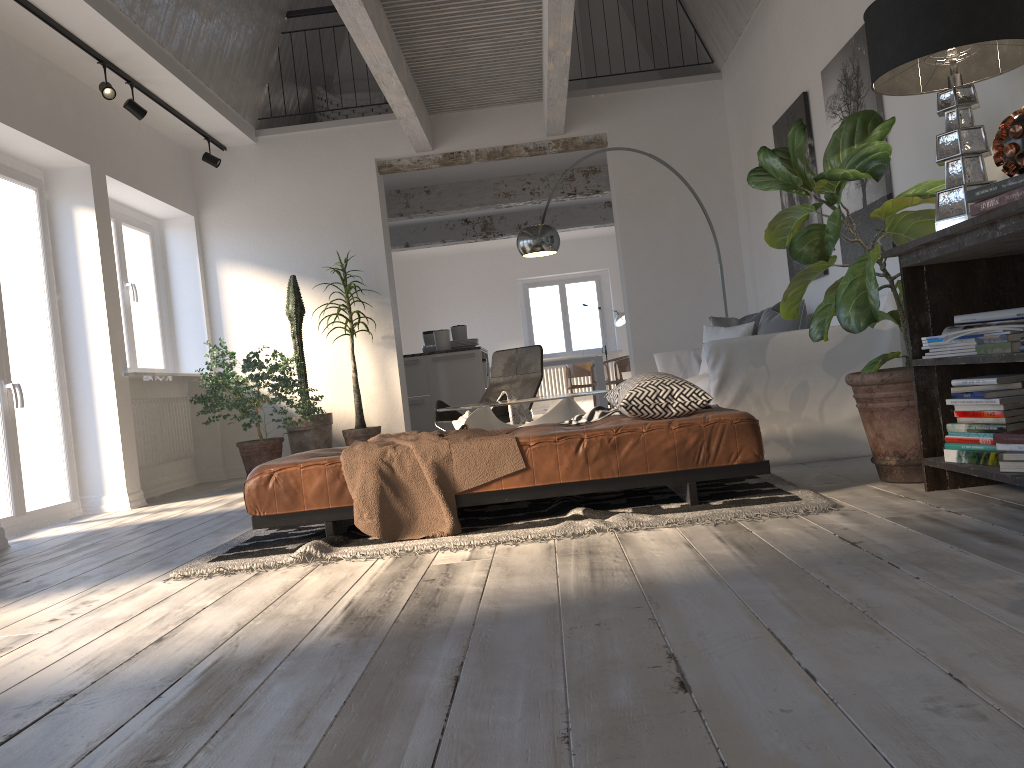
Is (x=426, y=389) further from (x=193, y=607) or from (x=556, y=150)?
(x=193, y=607)

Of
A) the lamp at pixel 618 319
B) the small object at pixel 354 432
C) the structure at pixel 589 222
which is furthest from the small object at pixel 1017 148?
the lamp at pixel 618 319

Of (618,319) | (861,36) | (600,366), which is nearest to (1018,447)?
(861,36)

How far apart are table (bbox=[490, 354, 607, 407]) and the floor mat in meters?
8.9

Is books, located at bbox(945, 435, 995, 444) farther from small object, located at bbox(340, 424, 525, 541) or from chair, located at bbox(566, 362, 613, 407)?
chair, located at bbox(566, 362, 613, 407)

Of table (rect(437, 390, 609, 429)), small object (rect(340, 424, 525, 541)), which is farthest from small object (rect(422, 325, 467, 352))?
small object (rect(340, 424, 525, 541))

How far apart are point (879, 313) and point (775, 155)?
0.8m

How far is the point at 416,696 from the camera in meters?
1.6 m

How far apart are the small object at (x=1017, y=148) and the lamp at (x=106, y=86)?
5.3 meters

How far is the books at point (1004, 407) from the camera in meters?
2.8 m
